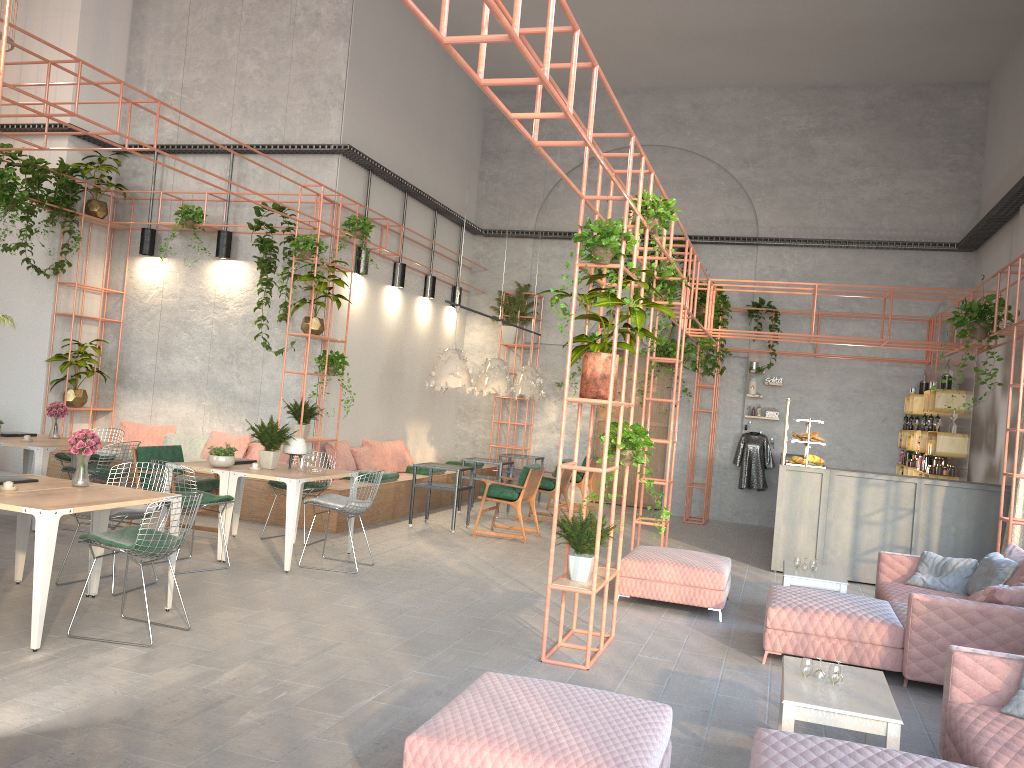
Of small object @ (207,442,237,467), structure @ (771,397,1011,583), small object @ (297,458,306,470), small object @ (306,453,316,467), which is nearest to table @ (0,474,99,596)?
small object @ (207,442,237,467)

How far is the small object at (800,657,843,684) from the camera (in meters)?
4.37

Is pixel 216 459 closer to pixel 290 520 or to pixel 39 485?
pixel 290 520

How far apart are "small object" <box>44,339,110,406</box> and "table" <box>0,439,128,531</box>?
2.2m

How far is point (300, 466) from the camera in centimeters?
862cm

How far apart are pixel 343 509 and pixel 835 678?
4.9 meters

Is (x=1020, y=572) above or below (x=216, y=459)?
below

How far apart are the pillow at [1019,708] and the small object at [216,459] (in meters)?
6.45

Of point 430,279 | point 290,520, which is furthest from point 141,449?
point 430,279

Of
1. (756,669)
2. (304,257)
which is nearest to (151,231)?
(304,257)
